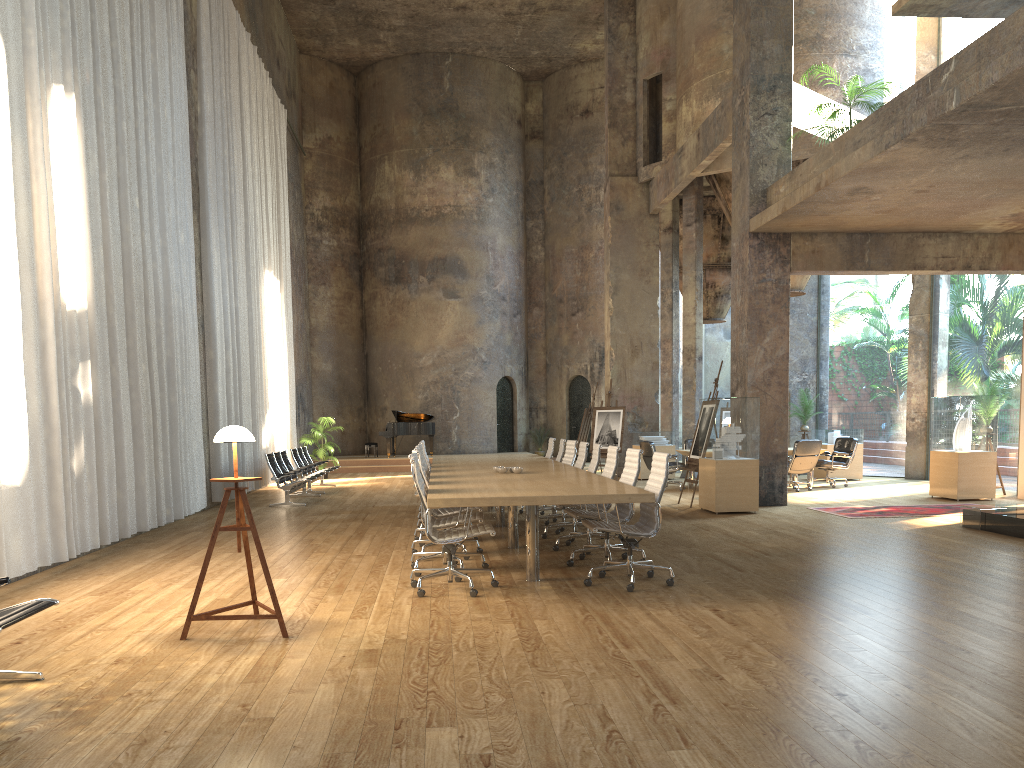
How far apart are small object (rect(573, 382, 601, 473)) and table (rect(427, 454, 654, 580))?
7.13m

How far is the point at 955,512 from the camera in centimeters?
1130cm

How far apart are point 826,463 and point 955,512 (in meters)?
4.30

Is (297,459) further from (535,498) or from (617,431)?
(535,498)

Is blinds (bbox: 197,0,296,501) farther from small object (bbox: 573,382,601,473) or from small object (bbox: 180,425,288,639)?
small object (bbox: 180,425,288,639)

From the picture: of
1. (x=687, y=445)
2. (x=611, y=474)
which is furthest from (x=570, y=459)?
(x=687, y=445)

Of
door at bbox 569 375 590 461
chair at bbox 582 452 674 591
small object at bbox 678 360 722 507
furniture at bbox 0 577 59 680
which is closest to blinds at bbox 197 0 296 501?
small object at bbox 678 360 722 507

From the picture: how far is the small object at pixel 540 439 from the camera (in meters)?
26.86

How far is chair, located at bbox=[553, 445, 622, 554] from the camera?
8.4 meters

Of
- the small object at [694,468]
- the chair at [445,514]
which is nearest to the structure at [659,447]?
the small object at [694,468]
